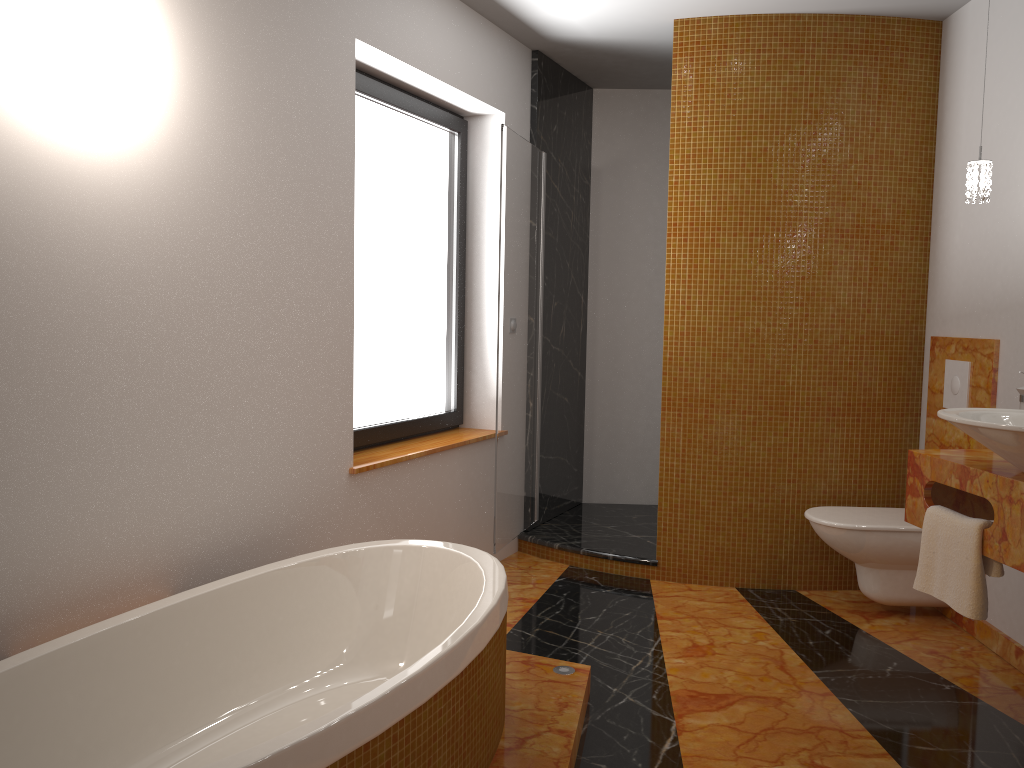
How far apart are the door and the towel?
1.7m

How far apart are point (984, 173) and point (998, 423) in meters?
1.0 m

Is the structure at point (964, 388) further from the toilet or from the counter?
the counter

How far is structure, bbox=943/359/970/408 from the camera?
3.5 meters

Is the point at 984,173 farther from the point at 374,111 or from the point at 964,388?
the point at 374,111

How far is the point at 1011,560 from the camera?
2.35m

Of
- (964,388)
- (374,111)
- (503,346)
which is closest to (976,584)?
(964,388)

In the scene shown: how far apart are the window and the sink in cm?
208

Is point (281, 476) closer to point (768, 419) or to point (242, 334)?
point (242, 334)

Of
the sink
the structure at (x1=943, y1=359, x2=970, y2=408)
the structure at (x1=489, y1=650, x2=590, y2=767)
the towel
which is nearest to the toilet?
the structure at (x1=943, y1=359, x2=970, y2=408)
